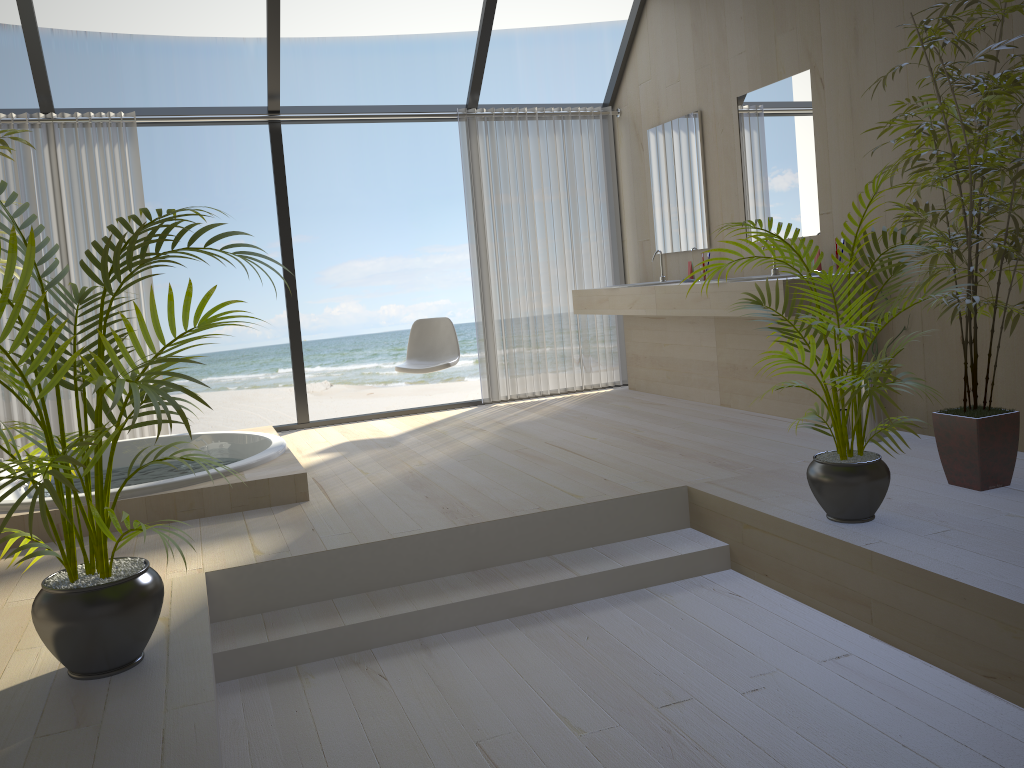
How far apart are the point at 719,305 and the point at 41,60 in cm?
407

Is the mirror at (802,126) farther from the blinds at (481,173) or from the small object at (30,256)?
the small object at (30,256)

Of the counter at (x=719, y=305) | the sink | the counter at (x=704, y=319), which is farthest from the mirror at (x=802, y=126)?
the counter at (x=704, y=319)

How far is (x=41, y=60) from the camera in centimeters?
506cm

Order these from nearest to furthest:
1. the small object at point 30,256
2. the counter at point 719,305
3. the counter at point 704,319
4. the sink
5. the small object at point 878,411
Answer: the small object at point 30,256 < the small object at point 878,411 < the counter at point 719,305 < the sink < the counter at point 704,319

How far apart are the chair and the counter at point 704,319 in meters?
1.0

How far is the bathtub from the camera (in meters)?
3.63

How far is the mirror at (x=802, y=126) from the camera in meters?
4.7 m

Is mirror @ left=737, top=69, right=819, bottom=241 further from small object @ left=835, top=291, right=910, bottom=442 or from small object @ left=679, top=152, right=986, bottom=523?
small object @ left=679, top=152, right=986, bottom=523

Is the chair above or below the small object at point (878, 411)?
above
